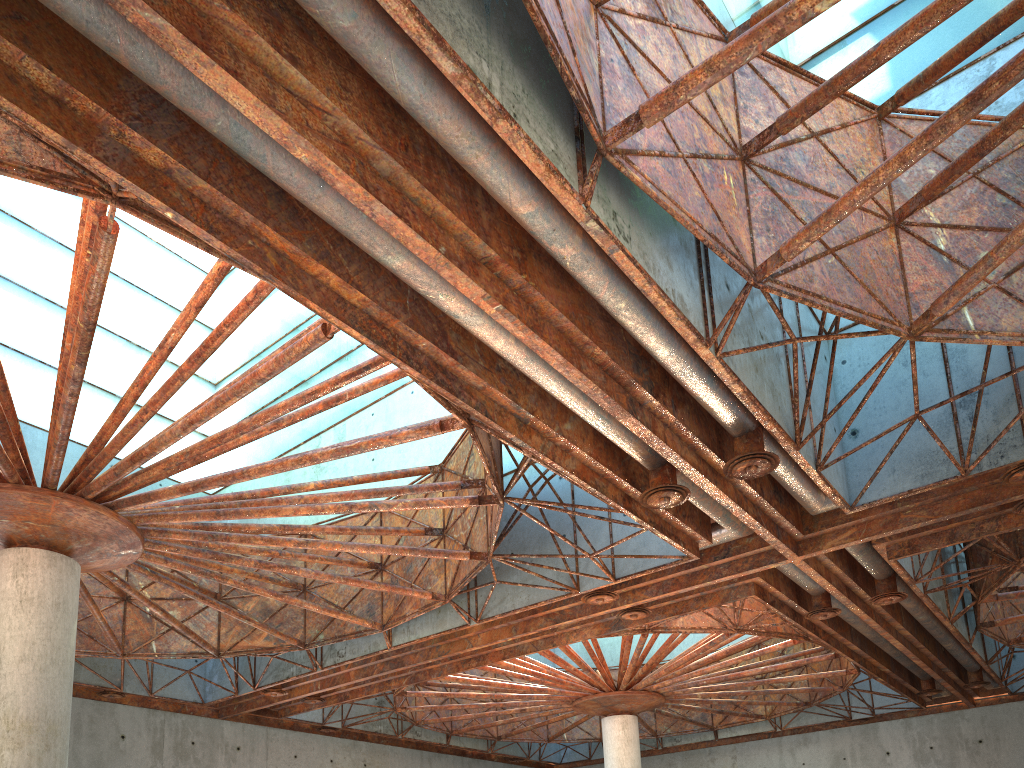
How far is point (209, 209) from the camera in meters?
13.4 m

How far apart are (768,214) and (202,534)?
17.0m
